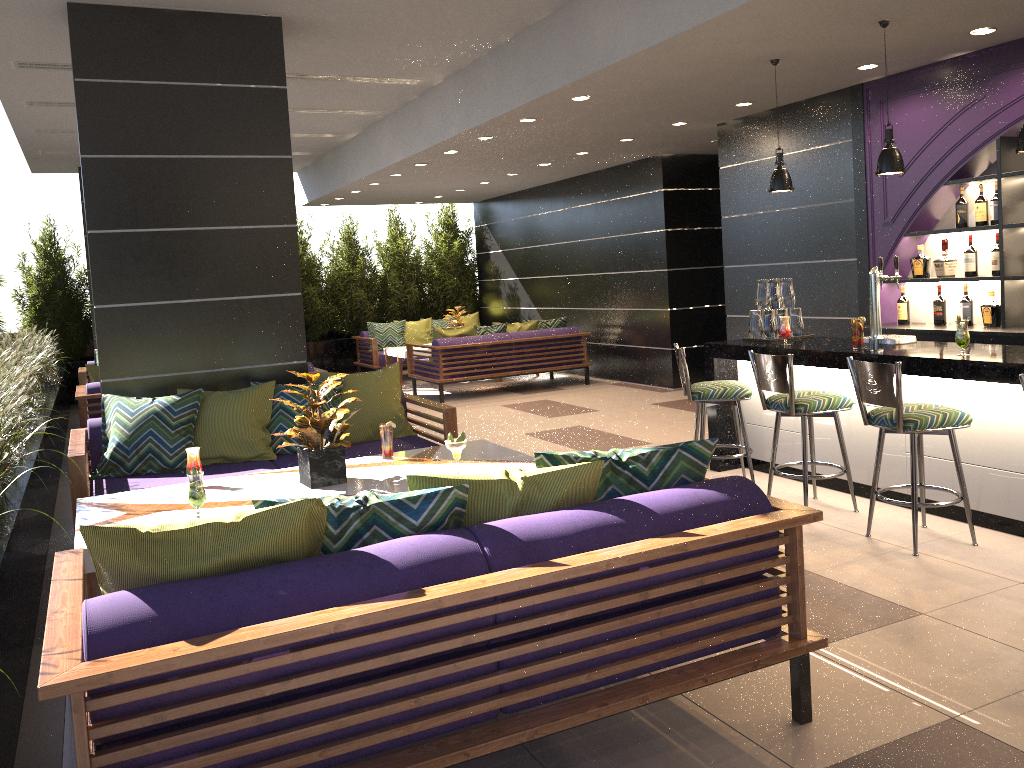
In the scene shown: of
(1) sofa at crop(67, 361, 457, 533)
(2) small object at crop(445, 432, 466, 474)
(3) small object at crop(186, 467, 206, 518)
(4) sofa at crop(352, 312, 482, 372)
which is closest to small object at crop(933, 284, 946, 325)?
(1) sofa at crop(67, 361, 457, 533)

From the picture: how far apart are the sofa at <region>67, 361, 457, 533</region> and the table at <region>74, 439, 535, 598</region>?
0.6 meters

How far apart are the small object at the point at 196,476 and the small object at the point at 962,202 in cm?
535

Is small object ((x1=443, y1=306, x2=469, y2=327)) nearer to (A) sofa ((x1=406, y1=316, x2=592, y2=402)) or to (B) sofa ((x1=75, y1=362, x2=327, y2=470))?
(A) sofa ((x1=406, y1=316, x2=592, y2=402))

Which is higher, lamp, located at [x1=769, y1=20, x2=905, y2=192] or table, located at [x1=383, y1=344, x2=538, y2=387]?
lamp, located at [x1=769, y1=20, x2=905, y2=192]

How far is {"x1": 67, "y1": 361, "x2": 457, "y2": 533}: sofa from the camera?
5.0 meters

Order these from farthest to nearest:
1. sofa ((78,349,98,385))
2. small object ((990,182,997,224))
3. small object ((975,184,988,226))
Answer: sofa ((78,349,98,385)), small object ((975,184,988,226)), small object ((990,182,997,224))

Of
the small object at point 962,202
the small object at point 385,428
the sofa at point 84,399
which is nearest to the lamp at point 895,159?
the small object at point 962,202

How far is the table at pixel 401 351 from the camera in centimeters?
1178cm

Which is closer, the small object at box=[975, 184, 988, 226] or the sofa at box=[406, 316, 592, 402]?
the small object at box=[975, 184, 988, 226]
